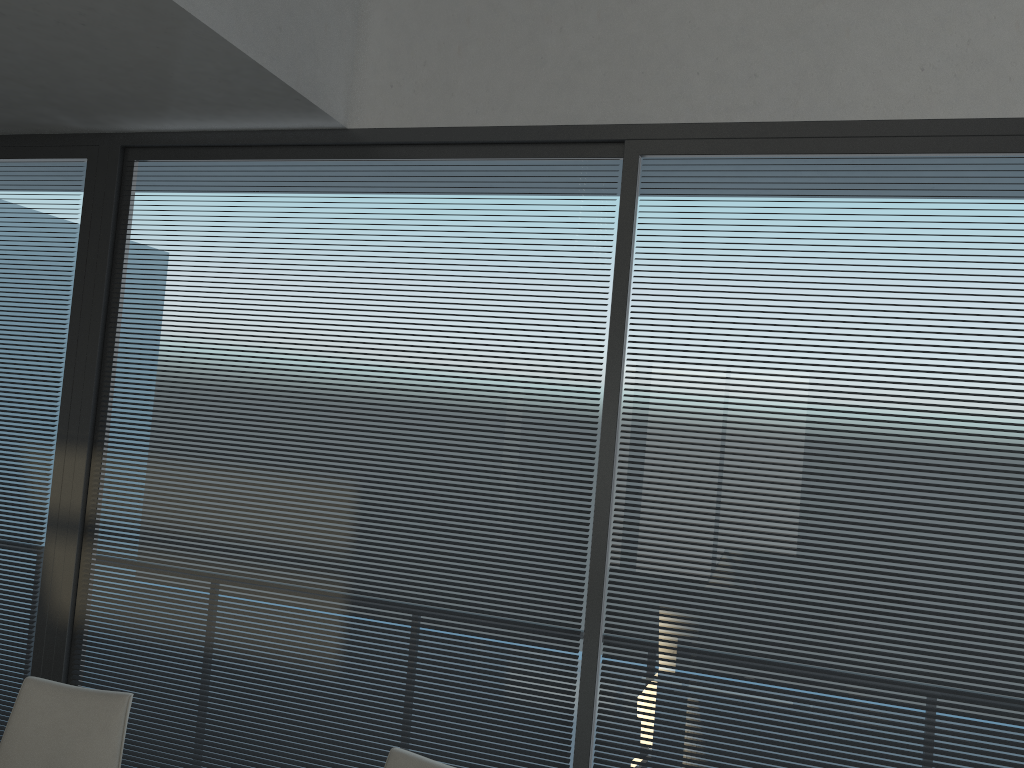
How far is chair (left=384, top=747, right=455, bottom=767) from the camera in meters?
2.0 m

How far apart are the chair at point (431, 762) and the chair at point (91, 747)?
0.7m

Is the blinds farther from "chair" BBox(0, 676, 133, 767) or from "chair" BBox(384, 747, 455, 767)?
"chair" BBox(384, 747, 455, 767)

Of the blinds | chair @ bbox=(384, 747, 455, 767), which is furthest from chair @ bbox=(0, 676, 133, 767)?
the blinds

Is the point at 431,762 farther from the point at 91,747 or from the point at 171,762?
the point at 171,762

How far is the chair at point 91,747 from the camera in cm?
221

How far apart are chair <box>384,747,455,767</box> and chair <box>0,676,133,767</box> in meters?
0.7

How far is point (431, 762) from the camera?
2.0m

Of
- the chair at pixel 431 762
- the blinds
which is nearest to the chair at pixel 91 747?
the chair at pixel 431 762

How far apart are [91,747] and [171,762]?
1.00m
